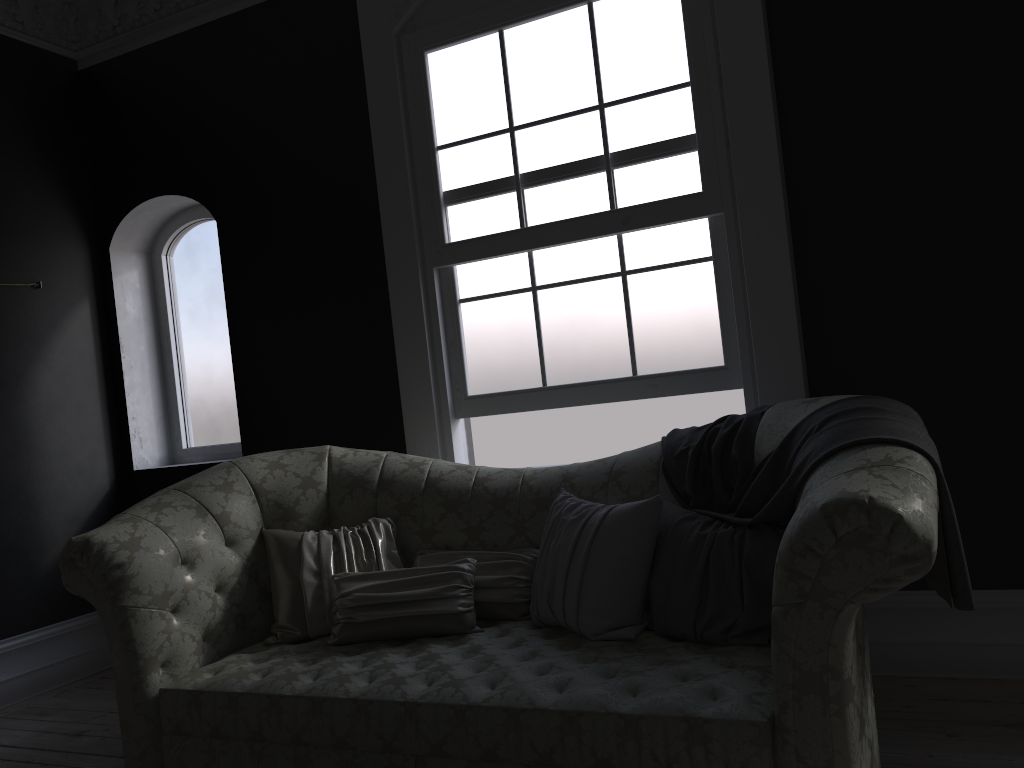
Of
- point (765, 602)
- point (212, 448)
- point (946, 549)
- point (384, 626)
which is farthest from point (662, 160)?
point (212, 448)

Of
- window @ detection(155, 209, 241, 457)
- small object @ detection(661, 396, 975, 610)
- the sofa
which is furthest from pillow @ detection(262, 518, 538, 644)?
window @ detection(155, 209, 241, 457)

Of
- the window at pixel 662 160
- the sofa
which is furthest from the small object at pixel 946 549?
the window at pixel 662 160

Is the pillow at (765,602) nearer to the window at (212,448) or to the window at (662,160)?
the window at (662,160)

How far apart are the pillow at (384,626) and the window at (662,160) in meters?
0.9 m

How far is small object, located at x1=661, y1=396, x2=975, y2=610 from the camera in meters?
2.2

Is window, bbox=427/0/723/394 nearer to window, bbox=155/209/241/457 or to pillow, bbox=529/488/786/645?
pillow, bbox=529/488/786/645

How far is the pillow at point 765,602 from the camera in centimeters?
259cm

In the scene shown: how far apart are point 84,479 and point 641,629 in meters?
3.6

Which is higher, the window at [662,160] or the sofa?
the window at [662,160]
